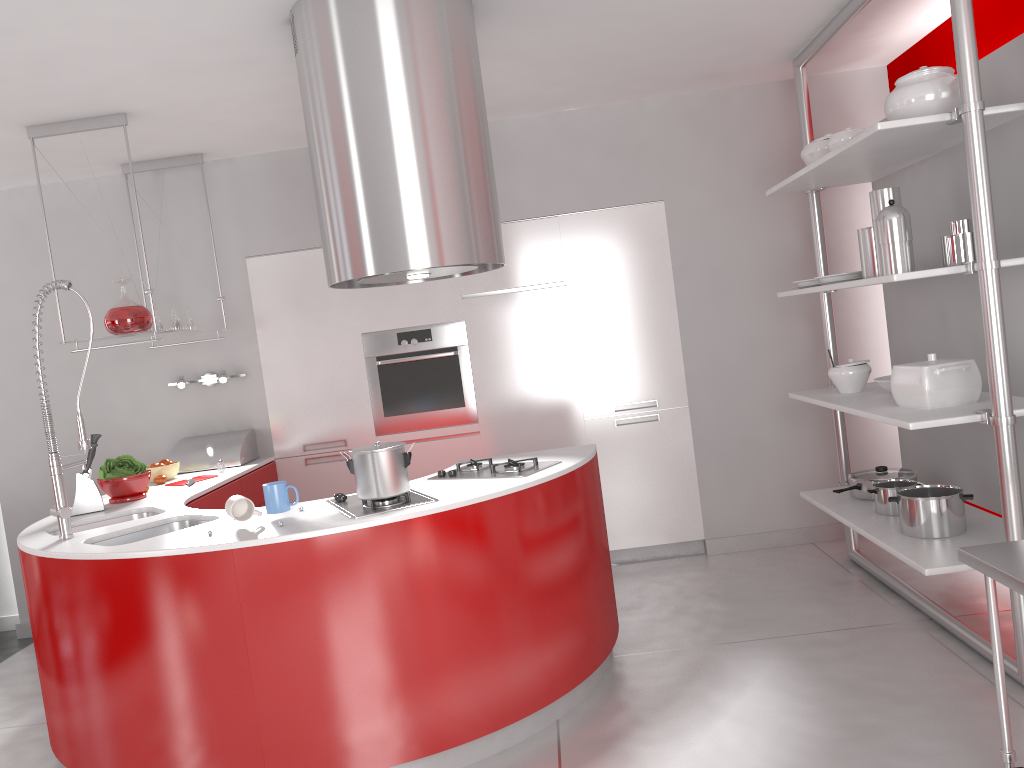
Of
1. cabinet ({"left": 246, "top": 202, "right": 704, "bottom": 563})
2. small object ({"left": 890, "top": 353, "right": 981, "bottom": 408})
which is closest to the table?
small object ({"left": 890, "top": 353, "right": 981, "bottom": 408})

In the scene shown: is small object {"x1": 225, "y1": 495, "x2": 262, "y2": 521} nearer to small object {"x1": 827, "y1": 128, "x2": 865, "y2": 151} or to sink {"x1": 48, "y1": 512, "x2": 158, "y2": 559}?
sink {"x1": 48, "y1": 512, "x2": 158, "y2": 559}

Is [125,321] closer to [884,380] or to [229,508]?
[229,508]

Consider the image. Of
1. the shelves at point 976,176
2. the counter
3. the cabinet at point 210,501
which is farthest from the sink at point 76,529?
the shelves at point 976,176

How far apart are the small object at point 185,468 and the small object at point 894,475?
3.1m

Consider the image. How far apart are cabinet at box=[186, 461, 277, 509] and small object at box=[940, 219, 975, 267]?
3.2 meters

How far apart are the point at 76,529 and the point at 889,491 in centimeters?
339cm

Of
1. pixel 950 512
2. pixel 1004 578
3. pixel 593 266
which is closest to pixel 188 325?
pixel 593 266

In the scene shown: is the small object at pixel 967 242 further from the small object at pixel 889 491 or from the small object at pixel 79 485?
the small object at pixel 79 485

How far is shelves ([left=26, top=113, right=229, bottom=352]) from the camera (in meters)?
3.95
